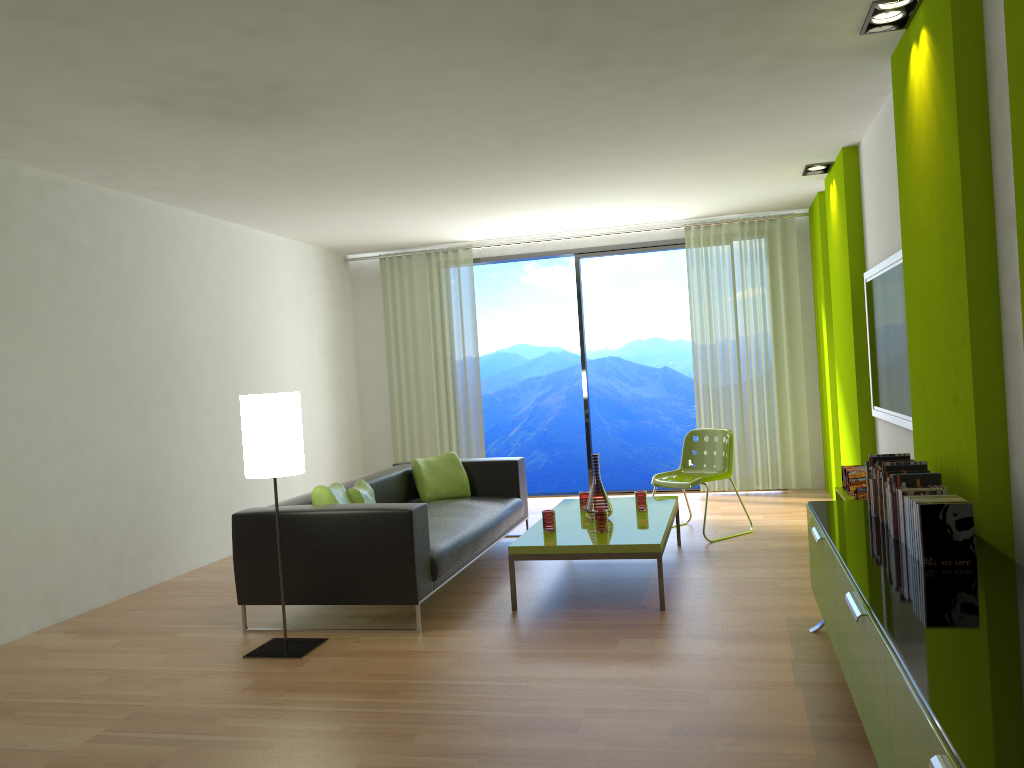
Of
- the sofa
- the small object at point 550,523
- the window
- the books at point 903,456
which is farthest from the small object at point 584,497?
the window

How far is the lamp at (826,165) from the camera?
6.58m

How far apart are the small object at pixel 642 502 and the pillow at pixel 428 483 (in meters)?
1.50

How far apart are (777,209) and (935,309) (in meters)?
4.88

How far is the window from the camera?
8.7m

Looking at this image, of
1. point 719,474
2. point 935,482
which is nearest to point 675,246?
point 719,474

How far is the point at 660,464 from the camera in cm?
1487

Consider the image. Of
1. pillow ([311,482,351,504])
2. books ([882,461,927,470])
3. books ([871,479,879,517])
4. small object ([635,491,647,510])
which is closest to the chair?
small object ([635,491,647,510])

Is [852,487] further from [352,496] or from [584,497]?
[352,496]

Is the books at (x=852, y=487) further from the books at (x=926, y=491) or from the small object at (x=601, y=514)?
the books at (x=926, y=491)
